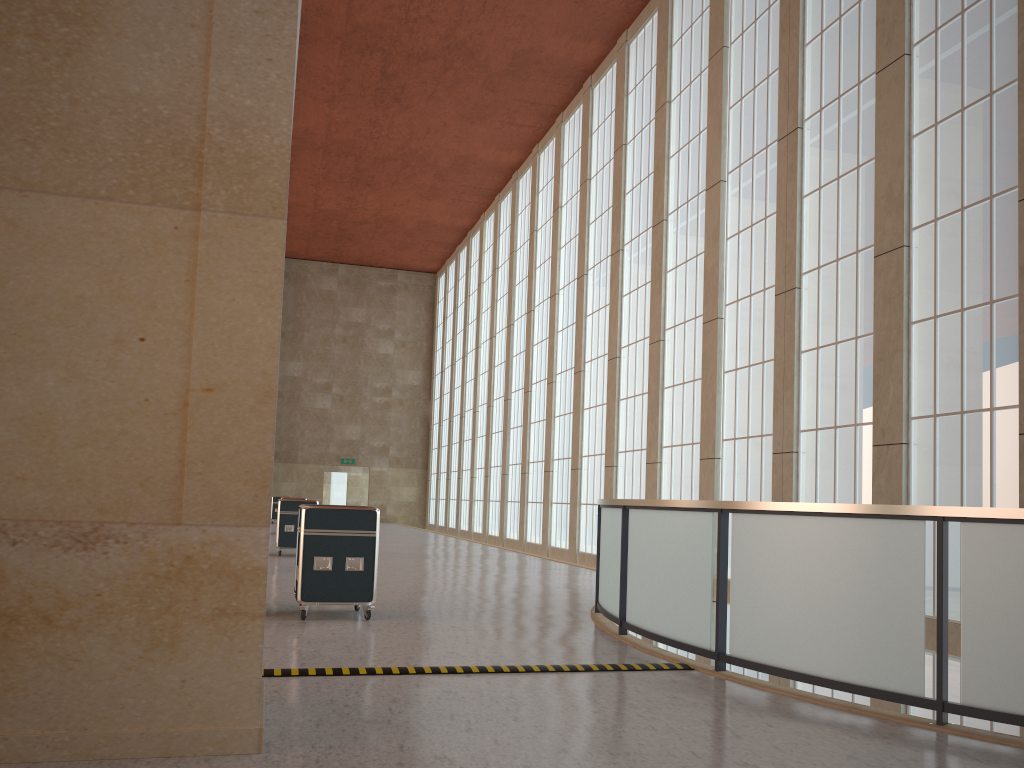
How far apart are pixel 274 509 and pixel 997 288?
41.74m

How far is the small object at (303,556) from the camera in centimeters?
1172cm

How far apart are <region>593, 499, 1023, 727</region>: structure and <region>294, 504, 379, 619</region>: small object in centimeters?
318cm

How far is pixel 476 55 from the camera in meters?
31.9 m

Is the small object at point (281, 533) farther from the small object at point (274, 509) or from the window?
the small object at point (274, 509)

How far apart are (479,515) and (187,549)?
40.3m

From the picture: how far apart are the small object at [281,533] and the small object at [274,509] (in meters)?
26.53

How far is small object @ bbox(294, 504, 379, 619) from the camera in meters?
11.7

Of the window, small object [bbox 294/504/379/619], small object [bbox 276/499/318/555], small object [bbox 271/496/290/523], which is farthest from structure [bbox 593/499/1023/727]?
small object [bbox 271/496/290/523]

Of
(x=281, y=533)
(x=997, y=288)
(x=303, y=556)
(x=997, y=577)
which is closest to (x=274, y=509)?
(x=281, y=533)
